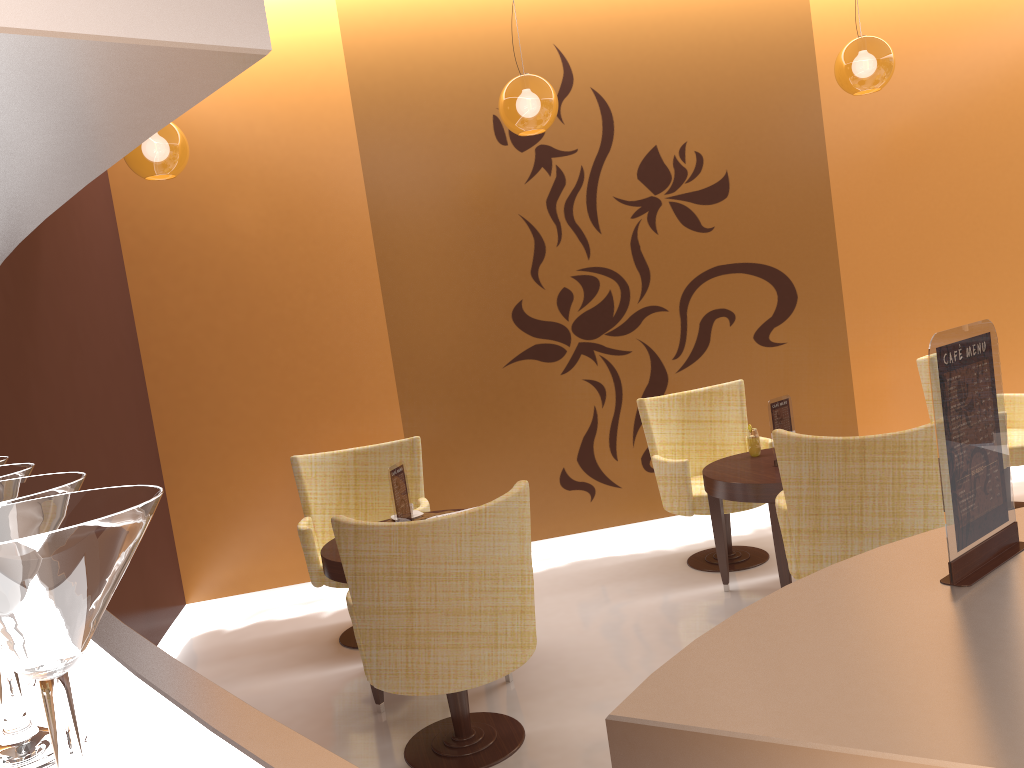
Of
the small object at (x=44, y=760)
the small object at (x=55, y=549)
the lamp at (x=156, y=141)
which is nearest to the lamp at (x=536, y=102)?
the lamp at (x=156, y=141)

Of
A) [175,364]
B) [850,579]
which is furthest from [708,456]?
[850,579]

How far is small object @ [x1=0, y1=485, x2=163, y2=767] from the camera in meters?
0.4

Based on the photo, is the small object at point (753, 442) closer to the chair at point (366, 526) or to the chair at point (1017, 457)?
the chair at point (1017, 457)

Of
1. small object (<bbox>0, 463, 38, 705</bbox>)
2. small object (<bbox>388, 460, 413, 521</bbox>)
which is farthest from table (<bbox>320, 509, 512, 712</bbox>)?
small object (<bbox>0, 463, 38, 705</bbox>)

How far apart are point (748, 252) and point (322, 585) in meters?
3.5 m

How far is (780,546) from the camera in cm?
413

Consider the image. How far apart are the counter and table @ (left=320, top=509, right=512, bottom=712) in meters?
2.6 m

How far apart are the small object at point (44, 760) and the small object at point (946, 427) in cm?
127

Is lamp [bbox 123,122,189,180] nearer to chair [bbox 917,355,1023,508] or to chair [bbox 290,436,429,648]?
chair [bbox 290,436,429,648]
